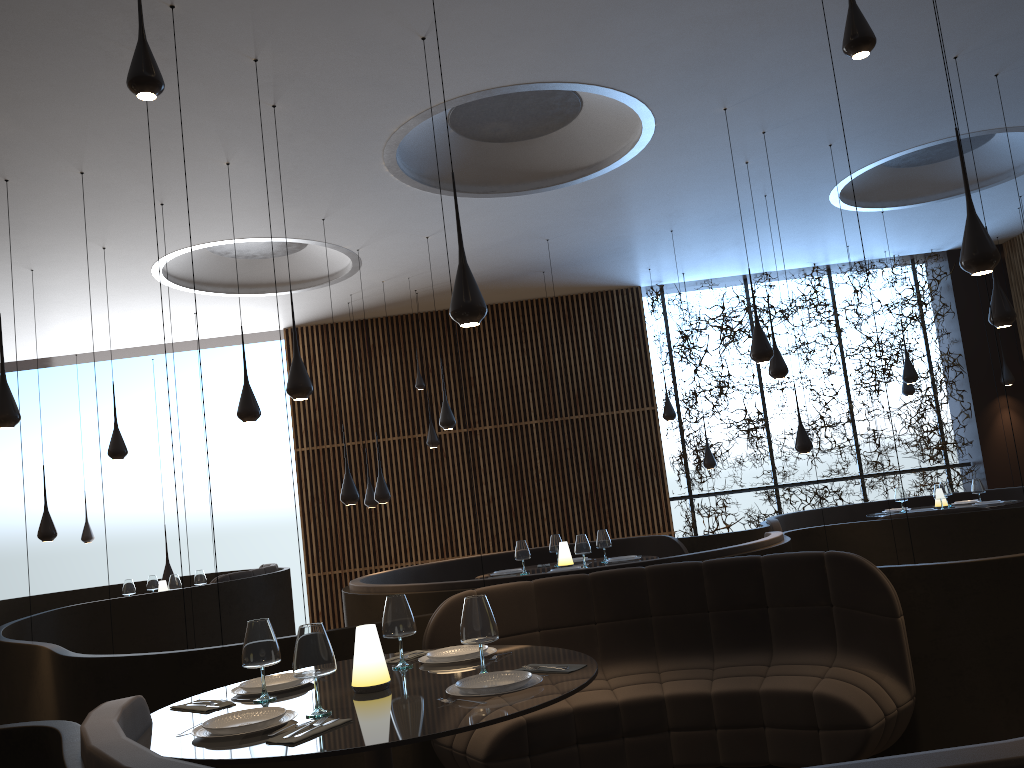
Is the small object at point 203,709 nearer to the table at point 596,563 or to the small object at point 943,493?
the table at point 596,563

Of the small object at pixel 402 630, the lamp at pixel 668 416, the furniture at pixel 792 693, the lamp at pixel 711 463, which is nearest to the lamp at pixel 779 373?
the lamp at pixel 668 416

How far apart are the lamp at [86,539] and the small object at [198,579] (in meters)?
4.36

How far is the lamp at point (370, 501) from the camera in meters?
11.9

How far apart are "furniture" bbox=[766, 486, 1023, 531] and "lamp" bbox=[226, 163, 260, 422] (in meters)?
5.97

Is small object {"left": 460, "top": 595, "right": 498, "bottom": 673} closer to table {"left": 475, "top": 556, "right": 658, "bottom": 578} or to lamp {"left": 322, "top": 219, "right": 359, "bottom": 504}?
table {"left": 475, "top": 556, "right": 658, "bottom": 578}

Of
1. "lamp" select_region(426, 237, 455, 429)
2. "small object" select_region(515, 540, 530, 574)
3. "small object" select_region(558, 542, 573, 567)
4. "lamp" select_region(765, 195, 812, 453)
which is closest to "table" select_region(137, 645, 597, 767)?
"small object" select_region(515, 540, 530, 574)

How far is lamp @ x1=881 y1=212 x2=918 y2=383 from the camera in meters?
11.0 m

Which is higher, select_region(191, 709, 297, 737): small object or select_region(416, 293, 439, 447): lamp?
select_region(416, 293, 439, 447): lamp

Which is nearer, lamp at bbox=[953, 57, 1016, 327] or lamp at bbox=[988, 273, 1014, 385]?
lamp at bbox=[953, 57, 1016, 327]
